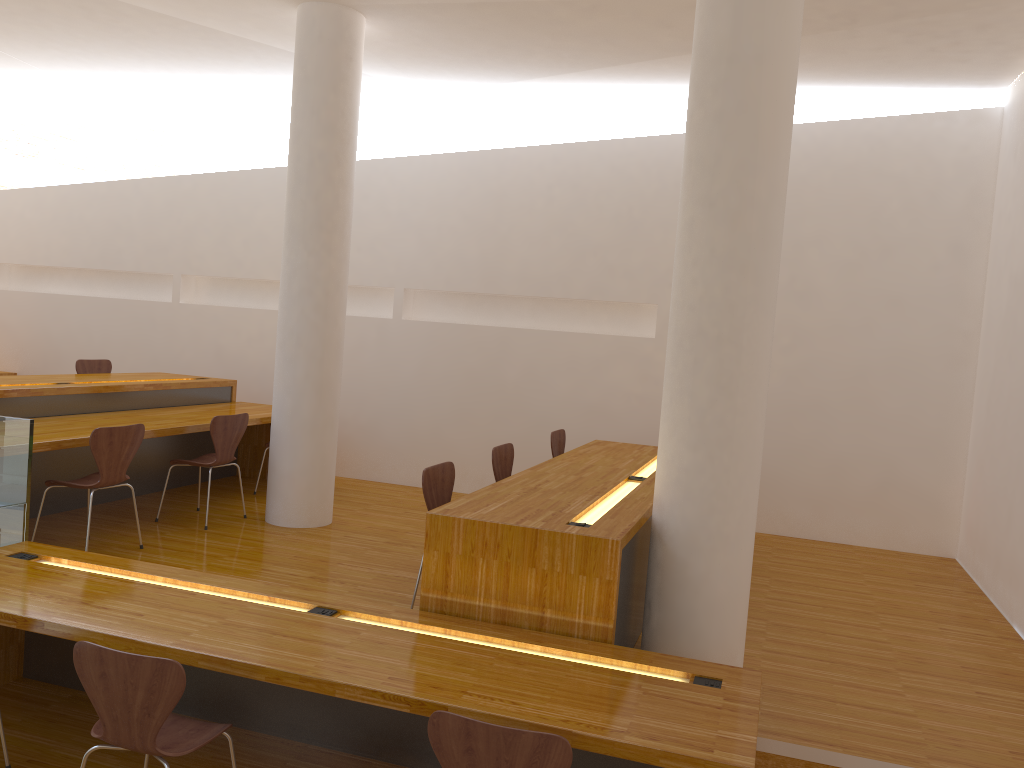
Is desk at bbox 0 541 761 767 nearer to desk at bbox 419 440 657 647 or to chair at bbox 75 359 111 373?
desk at bbox 419 440 657 647

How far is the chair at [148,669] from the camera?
2.5m

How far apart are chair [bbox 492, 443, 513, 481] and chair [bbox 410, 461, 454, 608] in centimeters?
67cm

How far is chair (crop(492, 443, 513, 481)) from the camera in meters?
4.9

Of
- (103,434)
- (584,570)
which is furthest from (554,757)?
(103,434)

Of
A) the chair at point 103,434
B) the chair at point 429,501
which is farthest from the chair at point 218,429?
the chair at point 429,501

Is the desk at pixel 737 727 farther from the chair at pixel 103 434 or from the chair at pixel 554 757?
the chair at pixel 103 434

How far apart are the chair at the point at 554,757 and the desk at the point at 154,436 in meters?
3.0

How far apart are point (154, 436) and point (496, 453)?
2.0m

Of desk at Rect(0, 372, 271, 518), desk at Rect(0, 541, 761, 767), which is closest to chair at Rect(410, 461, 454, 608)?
desk at Rect(0, 541, 761, 767)
